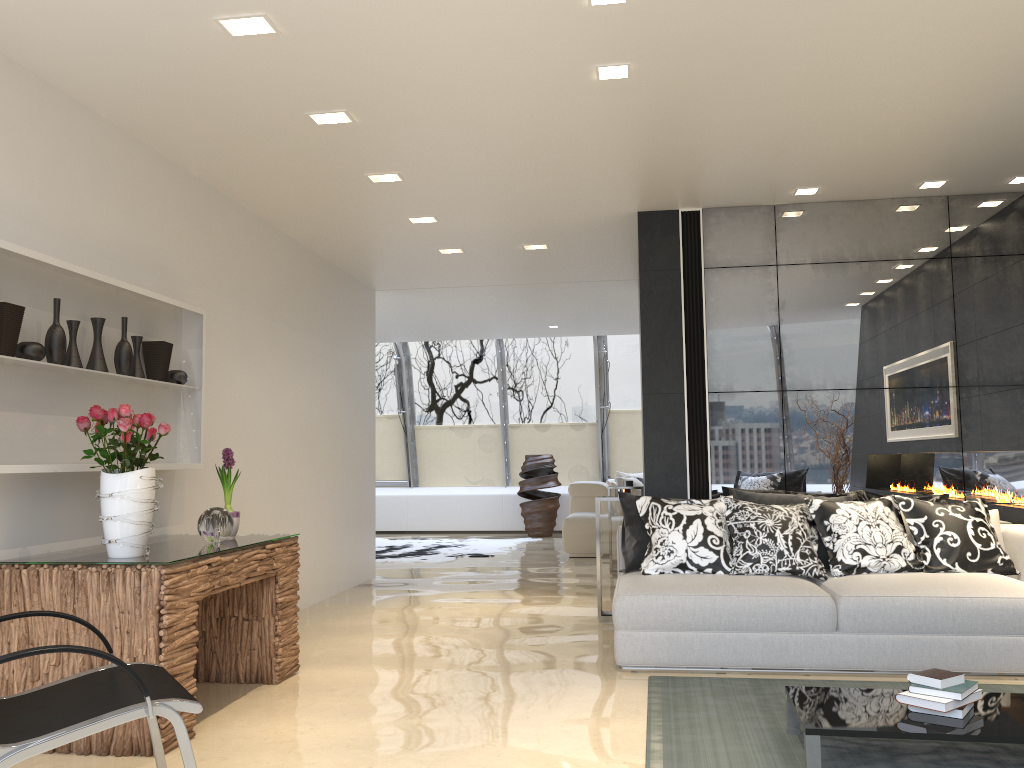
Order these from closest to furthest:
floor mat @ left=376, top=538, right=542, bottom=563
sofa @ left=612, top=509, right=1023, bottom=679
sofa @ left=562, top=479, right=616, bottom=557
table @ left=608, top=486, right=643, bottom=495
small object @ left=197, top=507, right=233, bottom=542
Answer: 1. small object @ left=197, top=507, right=233, bottom=542
2. sofa @ left=612, top=509, right=1023, bottom=679
3. table @ left=608, top=486, right=643, bottom=495
4. sofa @ left=562, top=479, right=616, bottom=557
5. floor mat @ left=376, top=538, right=542, bottom=563

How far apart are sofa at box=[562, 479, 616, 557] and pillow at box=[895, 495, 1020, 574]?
5.15m

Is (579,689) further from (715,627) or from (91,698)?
(91,698)

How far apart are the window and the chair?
10.6m

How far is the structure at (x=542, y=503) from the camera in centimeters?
1314cm

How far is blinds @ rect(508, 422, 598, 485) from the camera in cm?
1411

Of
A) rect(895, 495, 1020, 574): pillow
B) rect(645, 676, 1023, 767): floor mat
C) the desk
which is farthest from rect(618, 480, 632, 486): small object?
the desk

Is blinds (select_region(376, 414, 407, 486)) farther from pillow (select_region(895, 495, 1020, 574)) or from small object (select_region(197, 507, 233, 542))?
small object (select_region(197, 507, 233, 542))

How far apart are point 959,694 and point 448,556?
7.8m

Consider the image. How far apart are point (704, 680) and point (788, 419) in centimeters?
221cm
